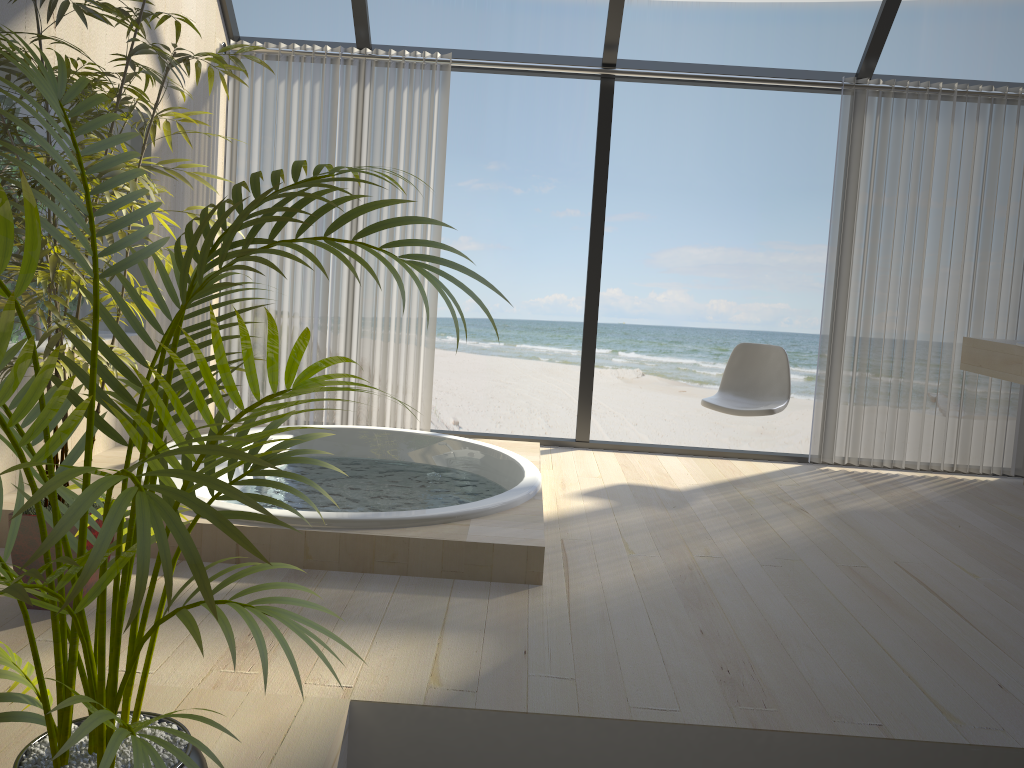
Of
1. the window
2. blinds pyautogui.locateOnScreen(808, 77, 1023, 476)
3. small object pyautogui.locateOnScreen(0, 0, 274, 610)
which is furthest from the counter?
small object pyautogui.locateOnScreen(0, 0, 274, 610)

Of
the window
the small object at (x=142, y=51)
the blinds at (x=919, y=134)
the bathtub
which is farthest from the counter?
the small object at (x=142, y=51)

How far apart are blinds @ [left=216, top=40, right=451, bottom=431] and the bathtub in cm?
50

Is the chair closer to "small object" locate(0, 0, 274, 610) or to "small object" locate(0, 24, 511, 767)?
"small object" locate(0, 0, 274, 610)

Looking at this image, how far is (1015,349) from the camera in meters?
4.2

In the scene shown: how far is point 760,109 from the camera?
14.4 meters

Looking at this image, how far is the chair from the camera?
4.4m

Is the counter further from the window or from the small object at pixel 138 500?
the small object at pixel 138 500

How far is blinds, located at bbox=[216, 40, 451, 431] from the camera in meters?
4.7 m

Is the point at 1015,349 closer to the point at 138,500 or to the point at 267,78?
the point at 267,78
